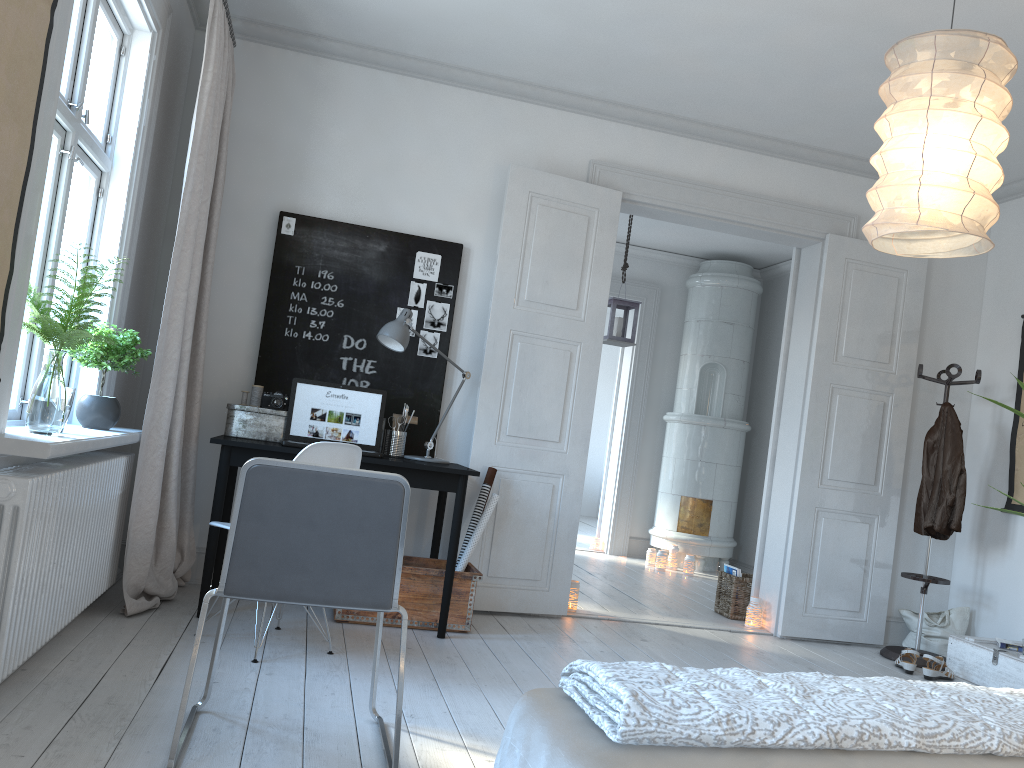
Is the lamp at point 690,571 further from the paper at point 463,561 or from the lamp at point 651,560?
the paper at point 463,561

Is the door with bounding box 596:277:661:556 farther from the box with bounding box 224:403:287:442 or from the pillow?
the box with bounding box 224:403:287:442

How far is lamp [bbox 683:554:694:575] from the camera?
7.3m

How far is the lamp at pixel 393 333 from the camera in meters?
4.1 m

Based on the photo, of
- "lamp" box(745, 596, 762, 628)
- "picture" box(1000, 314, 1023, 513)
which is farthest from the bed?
"picture" box(1000, 314, 1023, 513)

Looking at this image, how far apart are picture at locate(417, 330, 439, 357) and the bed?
3.3 meters

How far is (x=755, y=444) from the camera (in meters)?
8.15

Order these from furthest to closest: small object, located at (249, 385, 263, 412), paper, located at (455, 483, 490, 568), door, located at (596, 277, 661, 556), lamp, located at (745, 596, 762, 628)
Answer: door, located at (596, 277, 661, 556)
lamp, located at (745, 596, 762, 628)
paper, located at (455, 483, 490, 568)
small object, located at (249, 385, 263, 412)

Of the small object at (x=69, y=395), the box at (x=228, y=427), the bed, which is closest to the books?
the box at (x=228, y=427)

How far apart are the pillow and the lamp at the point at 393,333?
2.97m
